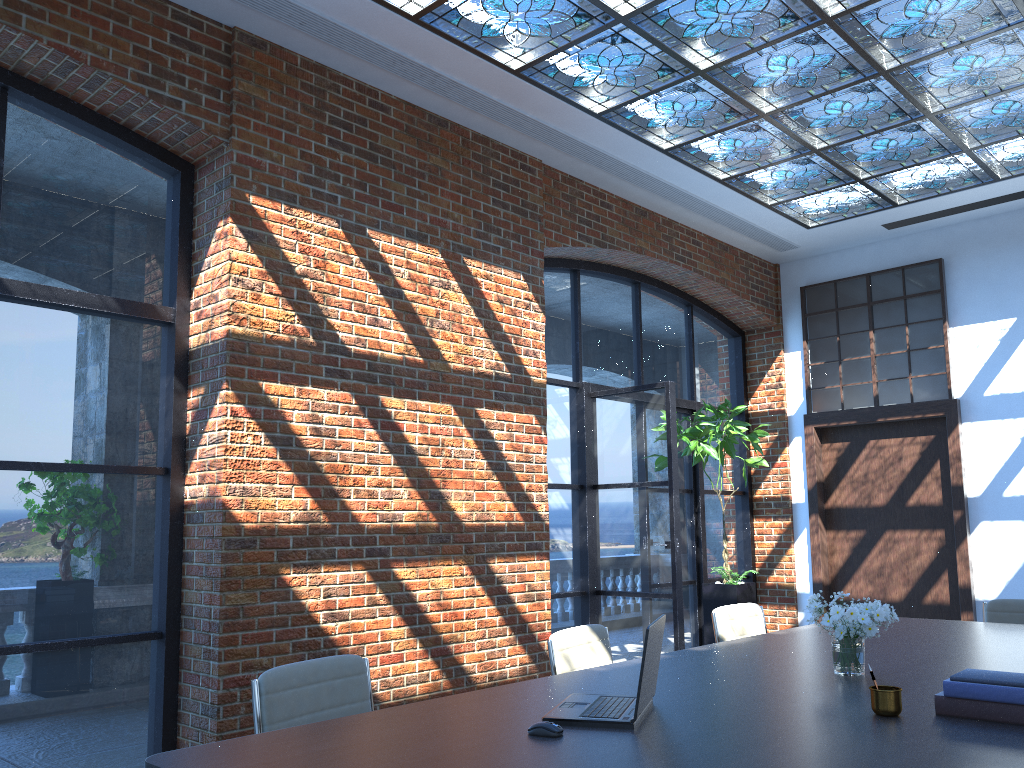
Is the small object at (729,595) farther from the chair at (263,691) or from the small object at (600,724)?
the small object at (600,724)

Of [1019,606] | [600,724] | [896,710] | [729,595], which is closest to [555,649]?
[600,724]

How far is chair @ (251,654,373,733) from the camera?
2.84m

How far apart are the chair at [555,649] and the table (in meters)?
0.28

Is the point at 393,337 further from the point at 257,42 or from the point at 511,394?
the point at 257,42

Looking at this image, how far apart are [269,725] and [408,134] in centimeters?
378cm

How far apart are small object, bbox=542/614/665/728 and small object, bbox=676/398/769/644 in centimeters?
464cm

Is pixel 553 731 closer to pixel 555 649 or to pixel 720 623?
pixel 555 649

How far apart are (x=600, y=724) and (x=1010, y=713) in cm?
113

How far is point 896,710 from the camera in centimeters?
255cm
